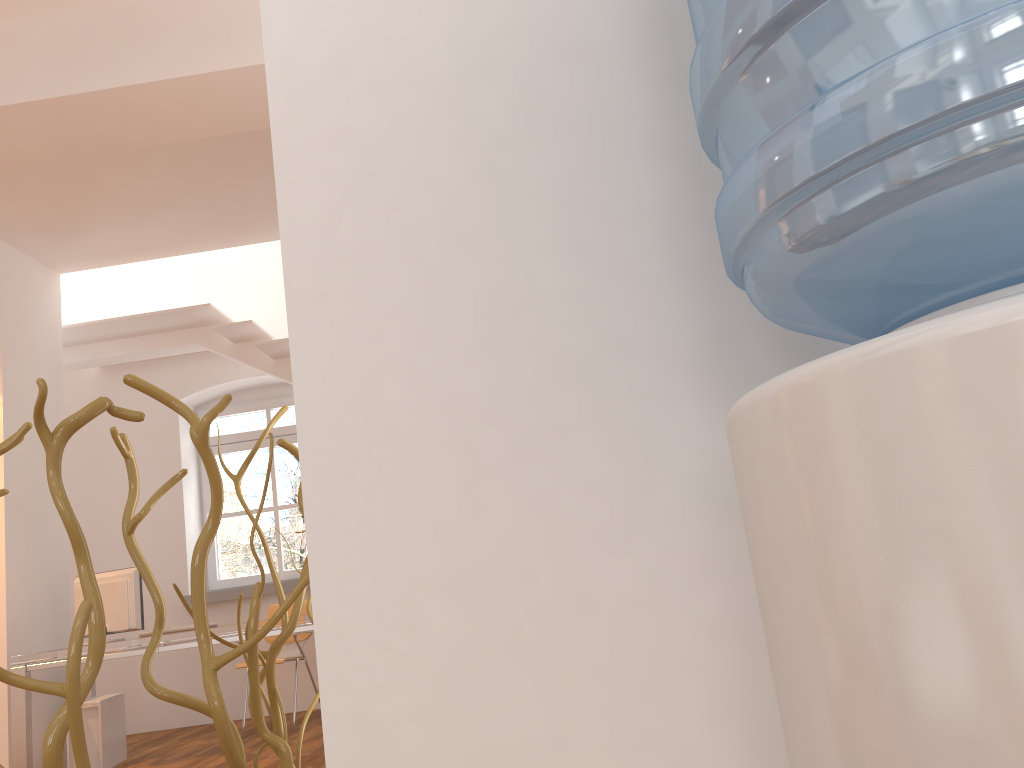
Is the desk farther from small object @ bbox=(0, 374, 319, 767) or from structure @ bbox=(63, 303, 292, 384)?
small object @ bbox=(0, 374, 319, 767)

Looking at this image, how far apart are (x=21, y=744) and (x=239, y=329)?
3.01m

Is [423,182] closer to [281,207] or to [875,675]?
[281,207]

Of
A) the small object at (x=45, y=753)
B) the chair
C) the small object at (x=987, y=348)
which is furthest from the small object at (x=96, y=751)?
the small object at (x=987, y=348)

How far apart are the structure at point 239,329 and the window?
0.90m

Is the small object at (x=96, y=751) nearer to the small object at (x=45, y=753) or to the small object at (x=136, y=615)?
the small object at (x=136, y=615)

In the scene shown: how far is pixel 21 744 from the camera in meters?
4.8 m

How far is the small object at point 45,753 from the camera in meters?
0.8 m

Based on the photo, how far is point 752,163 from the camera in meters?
0.5

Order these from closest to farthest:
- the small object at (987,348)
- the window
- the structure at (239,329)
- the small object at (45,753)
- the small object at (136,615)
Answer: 1. the small object at (987,348)
2. the small object at (45,753)
3. the small object at (136,615)
4. the structure at (239,329)
5. the window
